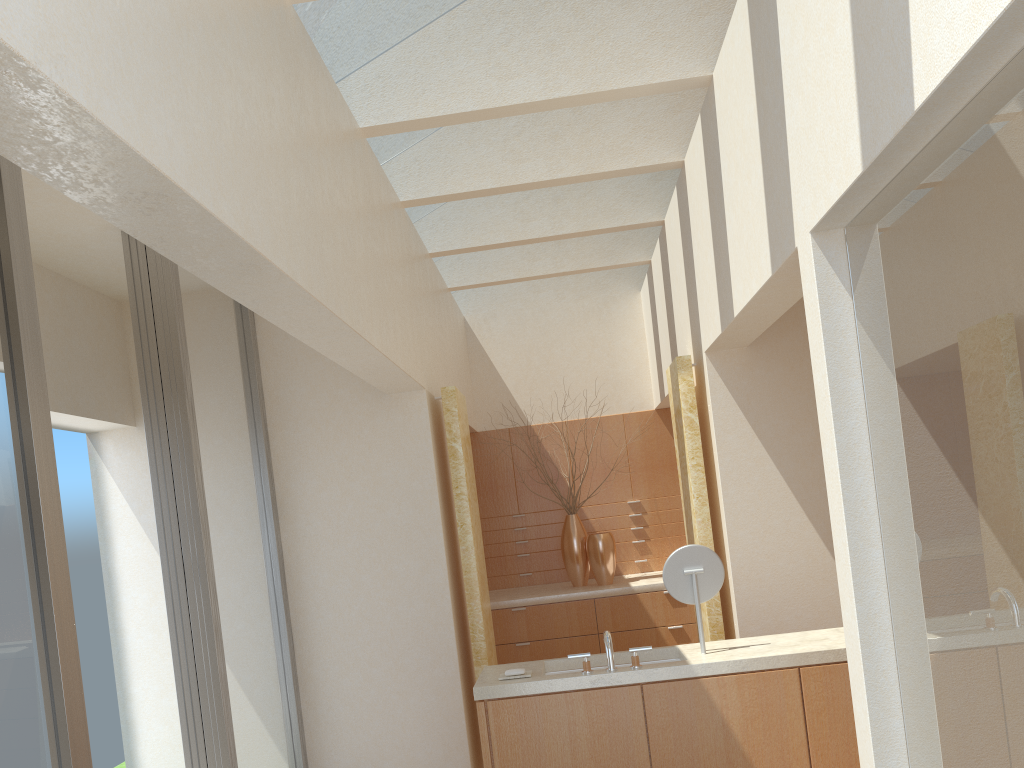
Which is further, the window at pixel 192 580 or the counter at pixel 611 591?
the counter at pixel 611 591

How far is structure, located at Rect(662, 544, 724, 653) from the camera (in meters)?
9.01

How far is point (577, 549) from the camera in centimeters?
1625cm

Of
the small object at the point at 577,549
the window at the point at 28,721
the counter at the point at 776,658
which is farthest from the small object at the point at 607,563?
the window at the point at 28,721

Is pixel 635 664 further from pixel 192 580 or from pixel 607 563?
pixel 607 563

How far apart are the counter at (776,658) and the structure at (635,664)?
0.1m

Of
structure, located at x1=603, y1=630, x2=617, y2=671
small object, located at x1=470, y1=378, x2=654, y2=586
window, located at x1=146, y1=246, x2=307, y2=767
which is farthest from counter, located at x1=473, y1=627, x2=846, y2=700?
small object, located at x1=470, y1=378, x2=654, y2=586

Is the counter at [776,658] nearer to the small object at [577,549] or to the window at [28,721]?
the window at [28,721]

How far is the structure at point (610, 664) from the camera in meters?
8.6 m

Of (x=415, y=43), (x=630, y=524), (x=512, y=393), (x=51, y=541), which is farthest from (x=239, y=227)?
(x=630, y=524)
